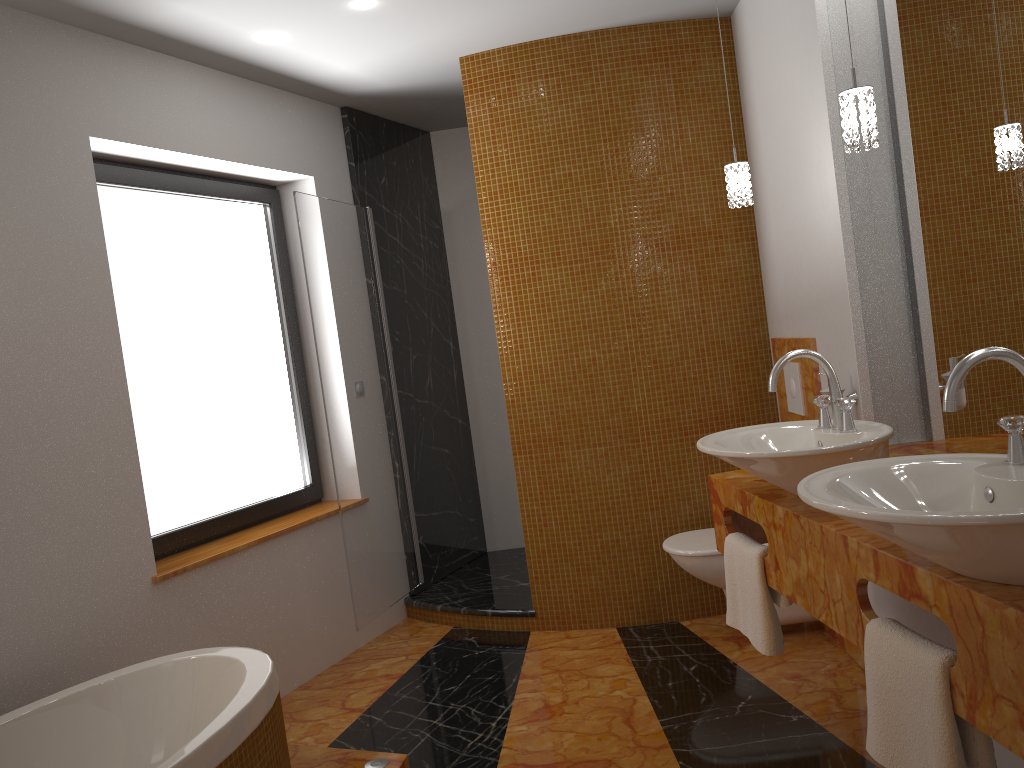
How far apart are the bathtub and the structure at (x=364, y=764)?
0.3 meters

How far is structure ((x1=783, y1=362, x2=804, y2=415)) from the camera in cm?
335

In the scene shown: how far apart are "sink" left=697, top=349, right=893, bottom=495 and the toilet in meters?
1.0 m

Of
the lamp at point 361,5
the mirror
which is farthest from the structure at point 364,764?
the lamp at point 361,5

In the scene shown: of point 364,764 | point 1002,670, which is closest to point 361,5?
point 364,764

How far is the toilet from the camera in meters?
3.3 m

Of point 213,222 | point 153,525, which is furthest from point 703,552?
point 213,222

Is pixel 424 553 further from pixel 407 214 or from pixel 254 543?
pixel 407 214

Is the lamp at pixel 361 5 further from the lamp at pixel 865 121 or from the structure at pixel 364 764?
the structure at pixel 364 764

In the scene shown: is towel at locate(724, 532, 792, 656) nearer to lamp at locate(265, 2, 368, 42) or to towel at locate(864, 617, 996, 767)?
towel at locate(864, 617, 996, 767)
